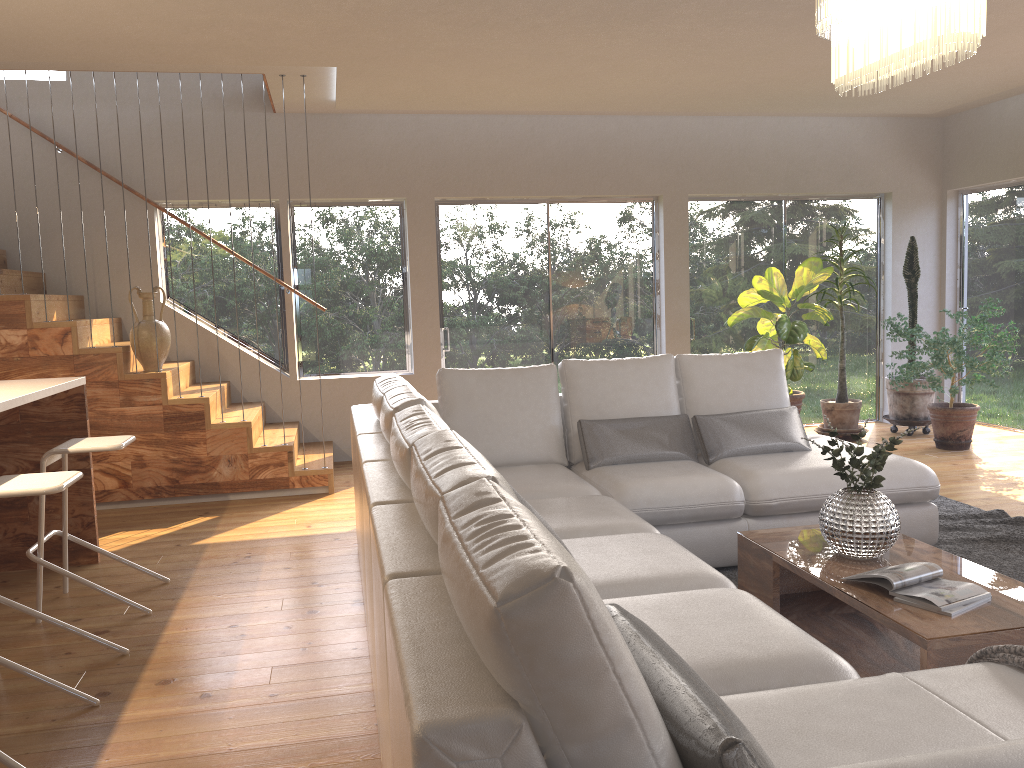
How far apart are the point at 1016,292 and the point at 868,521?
5.47m

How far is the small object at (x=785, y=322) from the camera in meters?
6.9

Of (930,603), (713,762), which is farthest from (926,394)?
(713,762)

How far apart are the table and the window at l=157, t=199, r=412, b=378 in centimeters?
432cm

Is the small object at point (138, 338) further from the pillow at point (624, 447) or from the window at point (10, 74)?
the pillow at point (624, 447)

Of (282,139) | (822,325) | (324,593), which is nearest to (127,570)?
(324,593)

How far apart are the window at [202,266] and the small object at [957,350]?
3.89m

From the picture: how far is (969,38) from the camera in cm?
265

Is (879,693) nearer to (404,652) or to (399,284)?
(404,652)

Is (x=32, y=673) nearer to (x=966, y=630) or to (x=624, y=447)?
(x=624, y=447)
